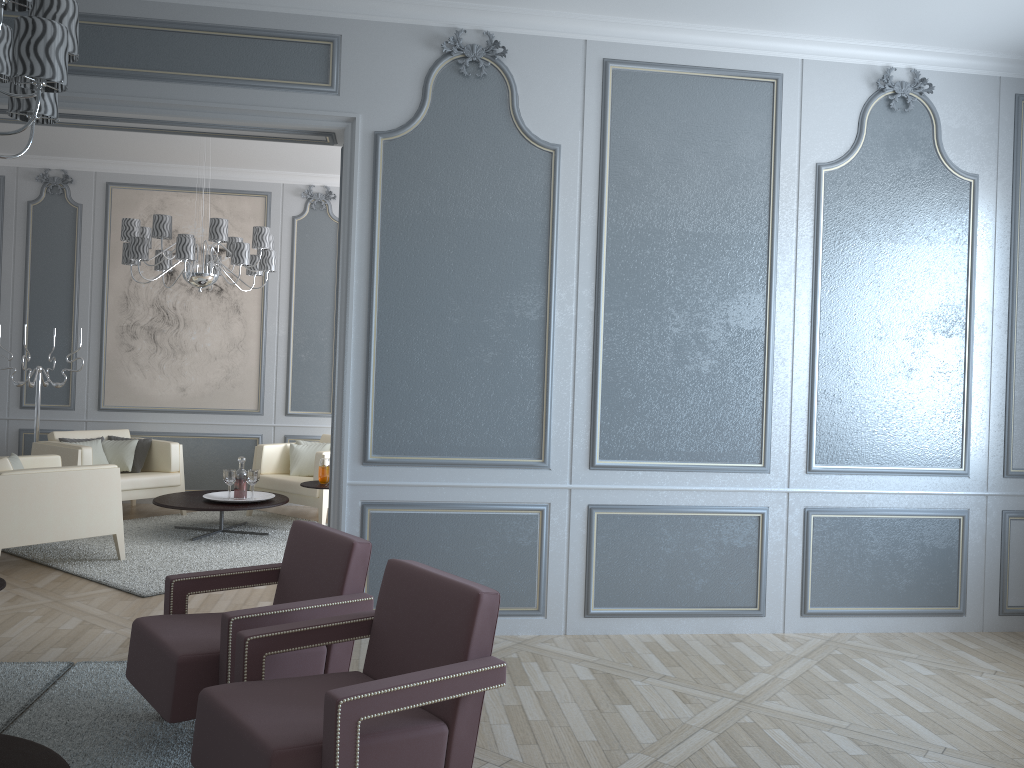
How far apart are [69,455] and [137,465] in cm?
59

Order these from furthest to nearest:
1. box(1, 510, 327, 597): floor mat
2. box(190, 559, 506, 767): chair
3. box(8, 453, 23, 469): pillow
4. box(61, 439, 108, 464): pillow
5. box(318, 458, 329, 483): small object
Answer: box(61, 439, 108, 464): pillow < box(318, 458, 329, 483): small object < box(8, 453, 23, 469): pillow < box(1, 510, 327, 597): floor mat < box(190, 559, 506, 767): chair

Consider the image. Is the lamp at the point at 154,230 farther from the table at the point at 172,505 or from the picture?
the table at the point at 172,505

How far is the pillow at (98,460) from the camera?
6.5 meters

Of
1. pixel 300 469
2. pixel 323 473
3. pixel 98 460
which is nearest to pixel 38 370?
pixel 98 460

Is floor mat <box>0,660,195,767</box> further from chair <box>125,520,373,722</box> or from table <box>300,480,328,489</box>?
table <box>300,480,328,489</box>

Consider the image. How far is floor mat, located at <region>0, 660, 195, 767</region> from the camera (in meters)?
2.59

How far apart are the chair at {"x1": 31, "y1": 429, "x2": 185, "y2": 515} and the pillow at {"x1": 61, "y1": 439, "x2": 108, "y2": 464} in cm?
16

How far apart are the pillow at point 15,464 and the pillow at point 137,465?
1.37m

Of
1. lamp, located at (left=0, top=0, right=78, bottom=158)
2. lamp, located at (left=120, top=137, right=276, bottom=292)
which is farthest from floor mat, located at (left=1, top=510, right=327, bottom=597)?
lamp, located at (left=0, top=0, right=78, bottom=158)
